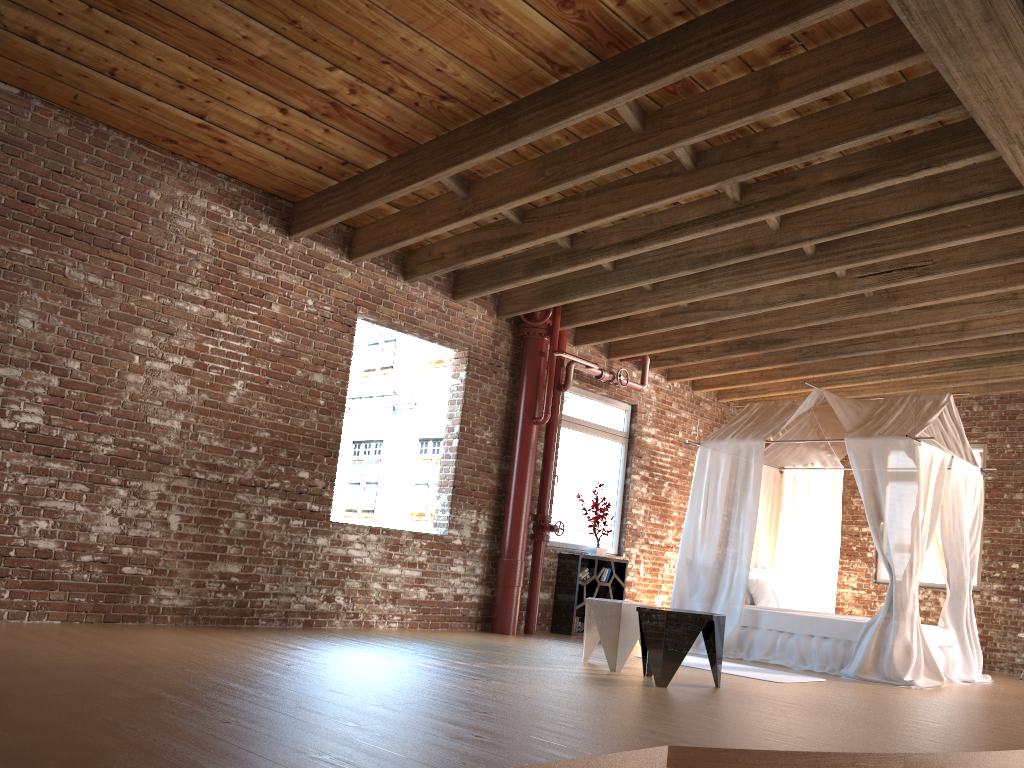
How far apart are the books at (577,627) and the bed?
1.1 meters

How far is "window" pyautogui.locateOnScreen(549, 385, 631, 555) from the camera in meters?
9.6

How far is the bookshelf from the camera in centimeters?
904cm

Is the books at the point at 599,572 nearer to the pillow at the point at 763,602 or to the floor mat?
the pillow at the point at 763,602

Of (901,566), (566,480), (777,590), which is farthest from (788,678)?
(566,480)

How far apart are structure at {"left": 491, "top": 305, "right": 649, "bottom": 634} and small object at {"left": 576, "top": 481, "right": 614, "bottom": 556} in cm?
75

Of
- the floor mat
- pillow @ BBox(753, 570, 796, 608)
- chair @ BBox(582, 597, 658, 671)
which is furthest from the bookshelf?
chair @ BBox(582, 597, 658, 671)

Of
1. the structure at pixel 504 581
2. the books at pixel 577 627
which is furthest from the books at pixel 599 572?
the structure at pixel 504 581

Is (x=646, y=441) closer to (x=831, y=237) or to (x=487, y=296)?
(x=487, y=296)

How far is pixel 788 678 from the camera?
6.7m
